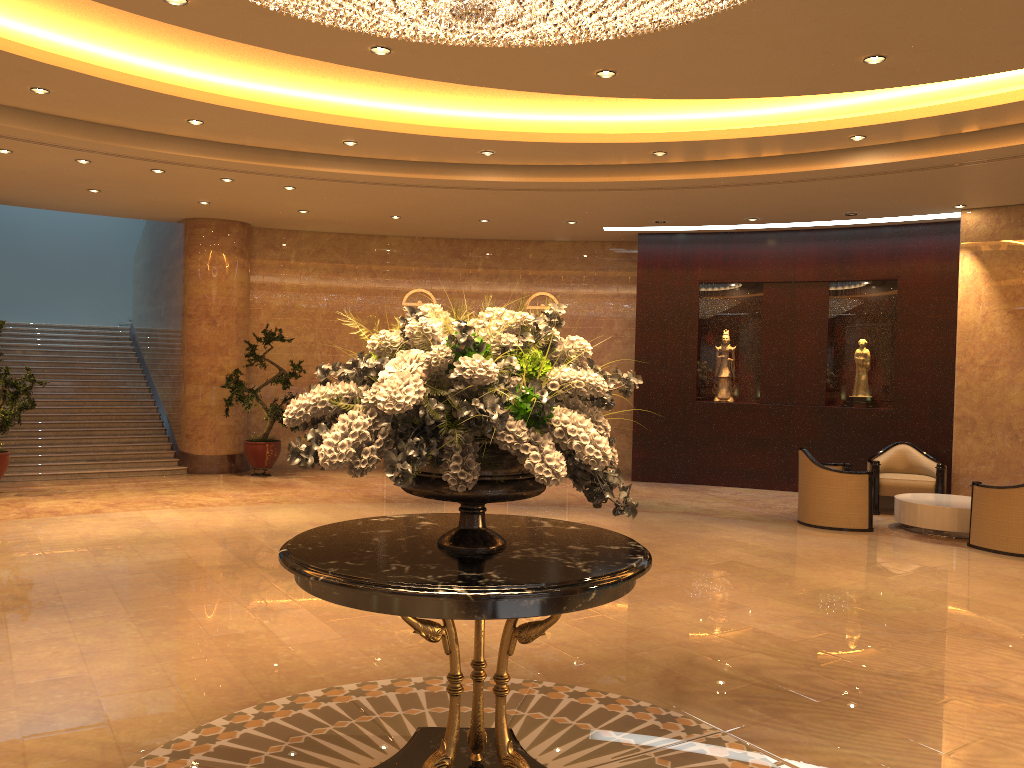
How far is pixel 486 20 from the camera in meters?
3.7 m

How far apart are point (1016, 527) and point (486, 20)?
8.0 meters

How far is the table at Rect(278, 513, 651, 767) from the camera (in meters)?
2.94

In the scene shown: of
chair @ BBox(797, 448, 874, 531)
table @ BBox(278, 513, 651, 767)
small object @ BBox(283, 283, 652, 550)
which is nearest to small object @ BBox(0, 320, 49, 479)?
table @ BBox(278, 513, 651, 767)

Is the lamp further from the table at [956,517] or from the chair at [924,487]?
the chair at [924,487]

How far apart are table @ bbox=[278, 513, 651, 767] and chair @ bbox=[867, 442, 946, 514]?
8.60m

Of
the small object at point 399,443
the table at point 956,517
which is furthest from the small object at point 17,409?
the table at point 956,517

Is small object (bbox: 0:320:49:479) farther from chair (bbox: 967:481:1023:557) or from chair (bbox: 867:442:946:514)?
chair (bbox: 967:481:1023:557)

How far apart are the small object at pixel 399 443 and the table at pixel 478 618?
0.0 meters

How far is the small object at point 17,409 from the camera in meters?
11.1
